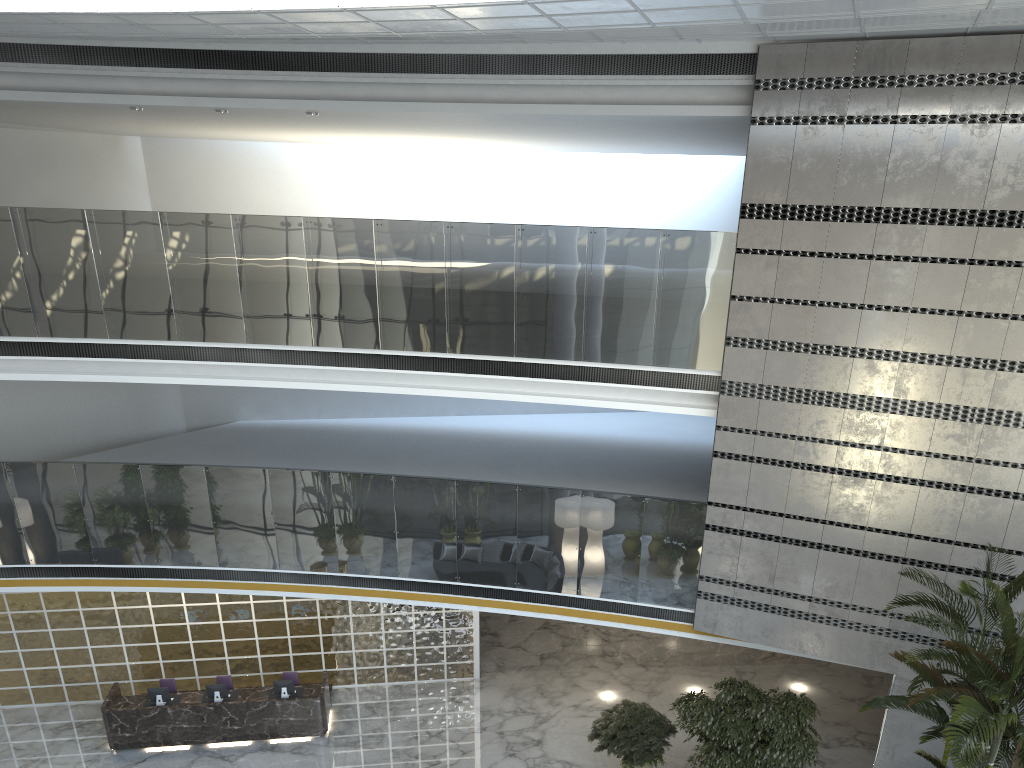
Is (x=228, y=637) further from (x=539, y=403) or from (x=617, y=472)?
(x=539, y=403)

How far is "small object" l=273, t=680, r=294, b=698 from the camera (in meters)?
11.82

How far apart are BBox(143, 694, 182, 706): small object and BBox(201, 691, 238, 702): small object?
0.7 meters

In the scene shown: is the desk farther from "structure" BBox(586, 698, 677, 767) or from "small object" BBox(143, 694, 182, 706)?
"structure" BBox(586, 698, 677, 767)

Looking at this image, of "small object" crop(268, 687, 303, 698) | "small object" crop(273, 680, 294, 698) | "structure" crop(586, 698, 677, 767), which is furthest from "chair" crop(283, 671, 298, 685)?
"structure" crop(586, 698, 677, 767)

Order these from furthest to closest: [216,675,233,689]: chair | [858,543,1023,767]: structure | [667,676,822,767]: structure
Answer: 1. [216,675,233,689]: chair
2. [667,676,822,767]: structure
3. [858,543,1023,767]: structure

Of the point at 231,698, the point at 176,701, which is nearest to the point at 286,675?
the point at 231,698

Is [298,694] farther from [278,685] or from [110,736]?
[110,736]

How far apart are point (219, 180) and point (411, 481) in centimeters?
871cm

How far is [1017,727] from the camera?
6.92m
